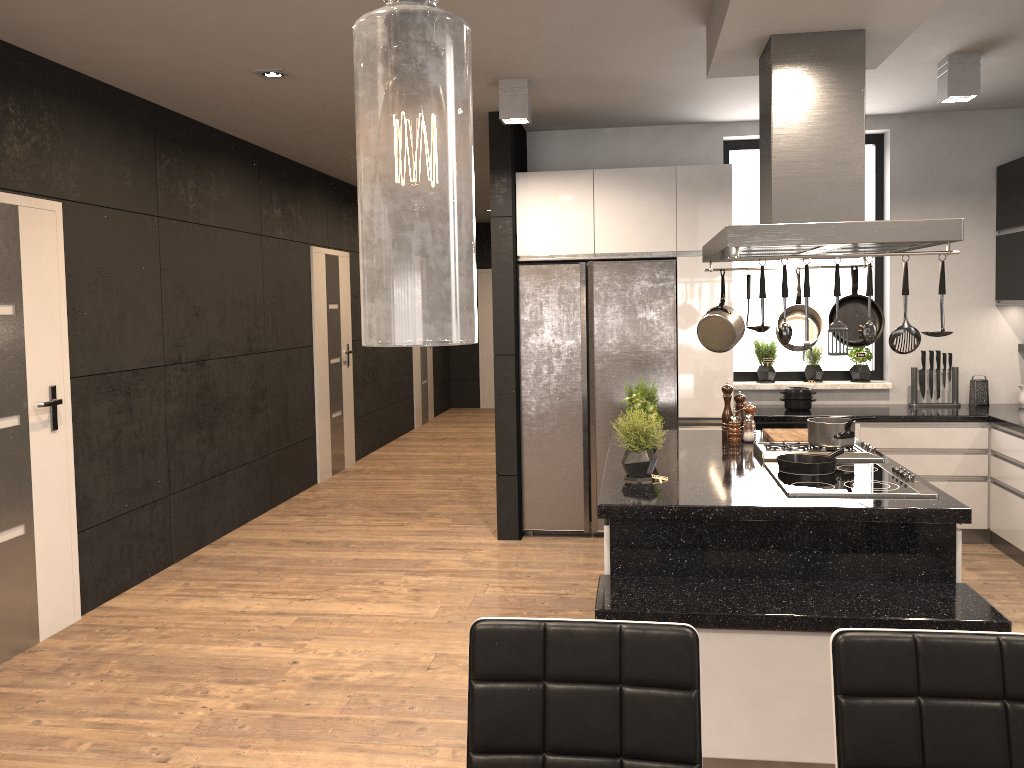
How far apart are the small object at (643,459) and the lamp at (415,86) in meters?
2.9

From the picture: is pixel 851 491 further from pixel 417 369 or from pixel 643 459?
pixel 417 369

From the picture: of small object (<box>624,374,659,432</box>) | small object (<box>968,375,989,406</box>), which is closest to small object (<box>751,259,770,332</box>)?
small object (<box>624,374,659,432</box>)

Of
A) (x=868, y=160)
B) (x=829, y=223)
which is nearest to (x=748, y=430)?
(x=829, y=223)

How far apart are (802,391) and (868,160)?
1.72m

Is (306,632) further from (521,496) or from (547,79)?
(547,79)

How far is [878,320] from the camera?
3.99m

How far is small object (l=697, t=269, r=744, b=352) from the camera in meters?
4.0

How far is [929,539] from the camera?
2.96m

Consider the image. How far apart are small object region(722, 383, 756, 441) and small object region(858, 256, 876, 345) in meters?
1.4 m
